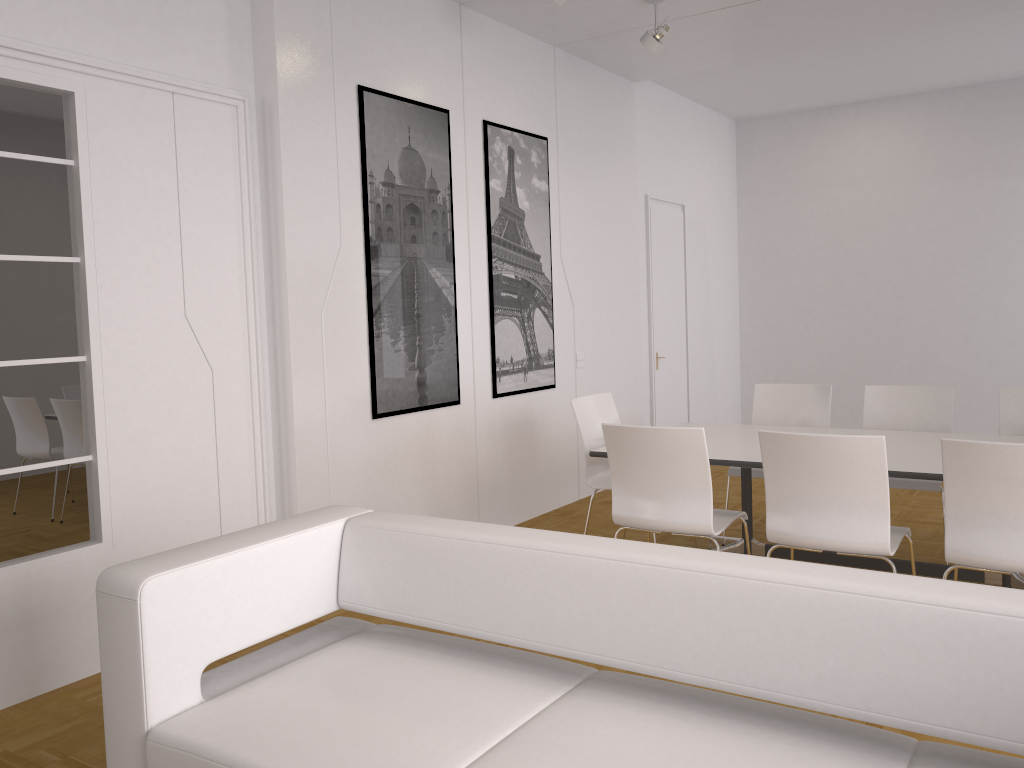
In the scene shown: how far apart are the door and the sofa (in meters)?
5.71

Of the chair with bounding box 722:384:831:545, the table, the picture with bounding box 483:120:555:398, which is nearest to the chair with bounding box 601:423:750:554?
the table

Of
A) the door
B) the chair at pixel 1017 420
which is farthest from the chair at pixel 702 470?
the door

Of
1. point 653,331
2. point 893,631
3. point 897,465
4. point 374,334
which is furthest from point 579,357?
point 893,631

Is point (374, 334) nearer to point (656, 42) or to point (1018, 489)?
point (656, 42)

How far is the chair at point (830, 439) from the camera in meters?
3.3

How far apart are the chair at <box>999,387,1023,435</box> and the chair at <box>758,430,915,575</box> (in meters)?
1.49

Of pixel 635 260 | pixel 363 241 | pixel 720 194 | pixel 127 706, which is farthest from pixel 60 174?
pixel 720 194

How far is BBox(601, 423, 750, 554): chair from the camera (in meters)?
3.73

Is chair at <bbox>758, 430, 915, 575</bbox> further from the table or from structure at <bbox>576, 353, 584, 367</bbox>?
structure at <bbox>576, 353, 584, 367</bbox>
